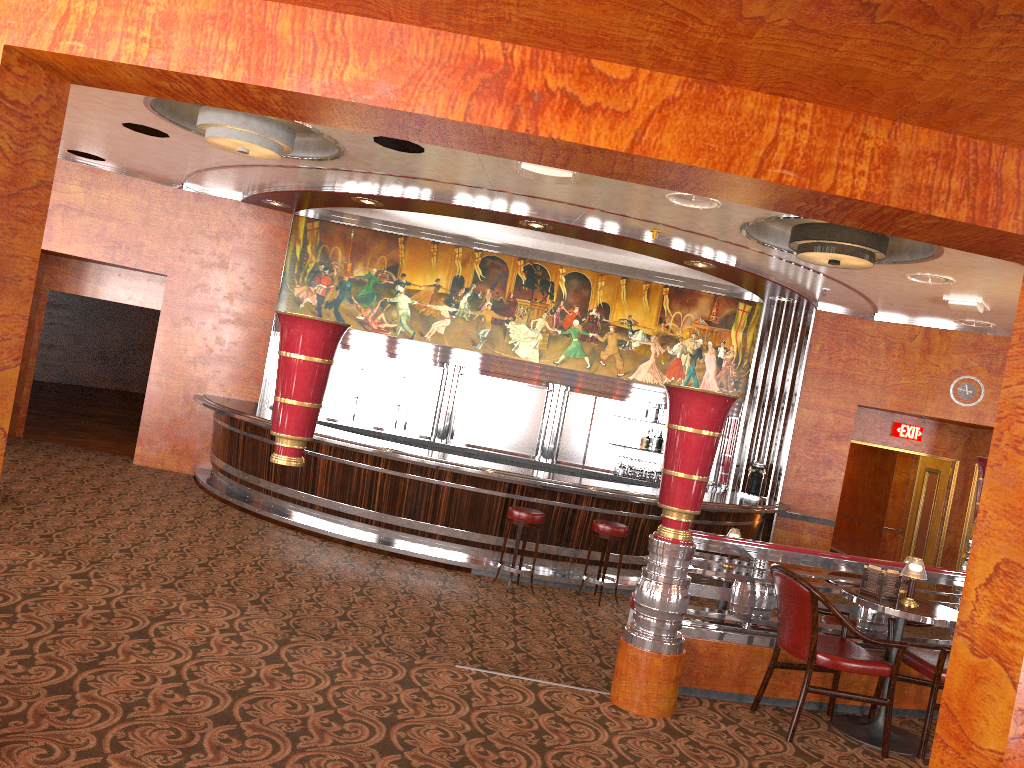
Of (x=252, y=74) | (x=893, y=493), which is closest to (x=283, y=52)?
(x=252, y=74)

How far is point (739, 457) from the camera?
11.6 meters

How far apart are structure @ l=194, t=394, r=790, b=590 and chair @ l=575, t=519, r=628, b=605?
0.28m

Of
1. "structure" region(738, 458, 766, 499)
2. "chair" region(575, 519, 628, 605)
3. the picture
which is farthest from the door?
"chair" region(575, 519, 628, 605)

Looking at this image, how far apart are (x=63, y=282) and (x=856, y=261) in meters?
9.9 m

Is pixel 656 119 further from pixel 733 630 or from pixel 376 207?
pixel 376 207

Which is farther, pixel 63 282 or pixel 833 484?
pixel 63 282

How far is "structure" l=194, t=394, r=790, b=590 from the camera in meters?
8.7

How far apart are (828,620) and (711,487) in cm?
576

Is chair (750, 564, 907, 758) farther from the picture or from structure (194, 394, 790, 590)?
the picture
